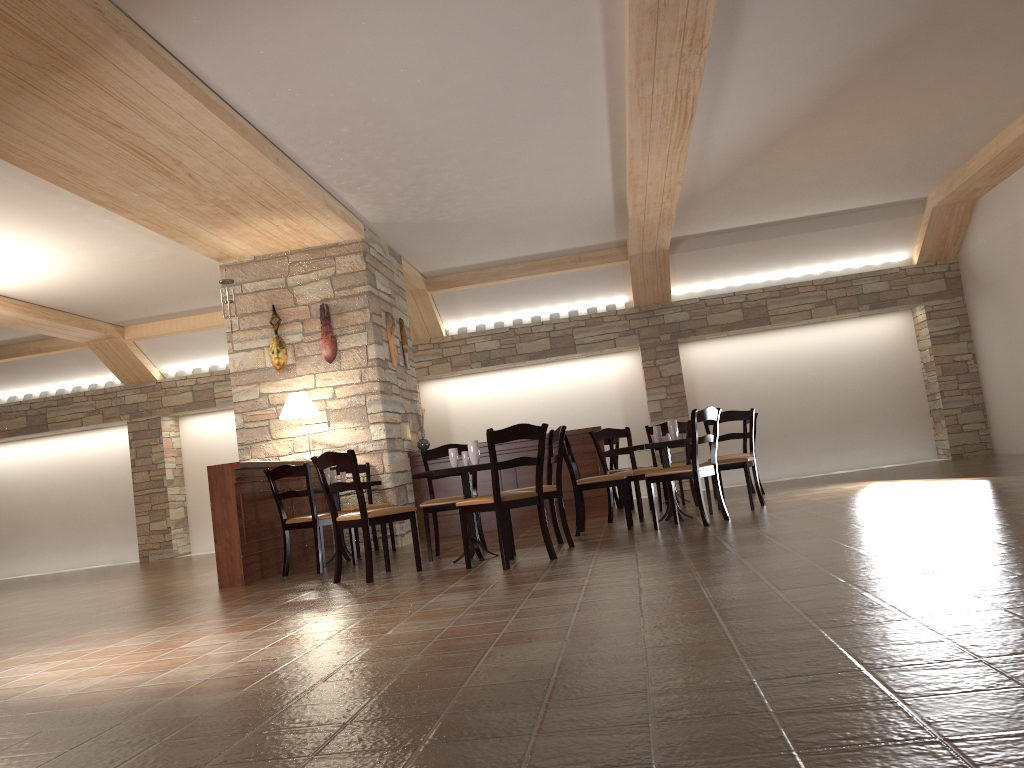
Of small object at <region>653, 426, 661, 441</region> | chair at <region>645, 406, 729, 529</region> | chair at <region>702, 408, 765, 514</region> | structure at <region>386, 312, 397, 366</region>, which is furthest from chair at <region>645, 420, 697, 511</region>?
structure at <region>386, 312, 397, 366</region>

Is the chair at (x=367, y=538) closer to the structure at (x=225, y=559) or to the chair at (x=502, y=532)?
the chair at (x=502, y=532)

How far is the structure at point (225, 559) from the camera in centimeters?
656cm

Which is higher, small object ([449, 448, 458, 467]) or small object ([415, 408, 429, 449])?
small object ([415, 408, 429, 449])

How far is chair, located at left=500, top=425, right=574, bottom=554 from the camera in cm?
619

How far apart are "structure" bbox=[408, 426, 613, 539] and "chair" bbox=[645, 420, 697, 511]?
0.69m

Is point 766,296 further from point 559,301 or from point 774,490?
point 774,490

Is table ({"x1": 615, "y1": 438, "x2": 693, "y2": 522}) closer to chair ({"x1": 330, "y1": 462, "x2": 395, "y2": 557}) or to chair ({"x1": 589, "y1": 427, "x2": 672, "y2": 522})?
chair ({"x1": 589, "y1": 427, "x2": 672, "y2": 522})

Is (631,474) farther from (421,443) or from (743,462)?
(421,443)

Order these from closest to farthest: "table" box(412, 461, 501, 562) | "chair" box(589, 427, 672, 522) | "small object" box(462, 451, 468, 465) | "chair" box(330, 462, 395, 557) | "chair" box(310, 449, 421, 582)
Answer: "chair" box(310, 449, 421, 582) → "table" box(412, 461, 501, 562) → "small object" box(462, 451, 468, 465) → "chair" box(589, 427, 672, 522) → "chair" box(330, 462, 395, 557)
